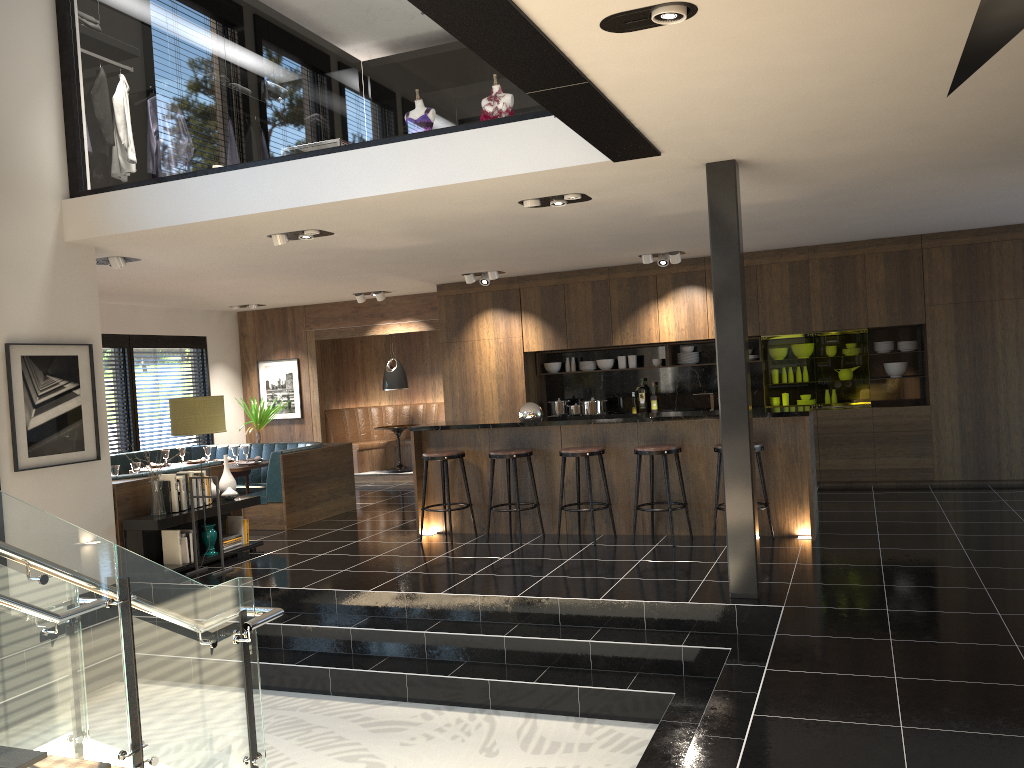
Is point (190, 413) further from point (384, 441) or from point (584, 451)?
point (384, 441)

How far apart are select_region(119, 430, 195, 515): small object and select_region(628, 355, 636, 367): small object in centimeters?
600cm

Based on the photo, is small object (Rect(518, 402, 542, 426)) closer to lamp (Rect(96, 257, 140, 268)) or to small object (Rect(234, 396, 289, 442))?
lamp (Rect(96, 257, 140, 268))

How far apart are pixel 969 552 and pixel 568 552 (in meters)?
2.94

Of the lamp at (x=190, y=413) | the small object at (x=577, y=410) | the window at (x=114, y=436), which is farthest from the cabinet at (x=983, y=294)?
the lamp at (x=190, y=413)

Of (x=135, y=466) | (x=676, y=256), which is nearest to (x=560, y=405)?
(x=676, y=256)

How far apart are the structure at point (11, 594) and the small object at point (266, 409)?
8.61m

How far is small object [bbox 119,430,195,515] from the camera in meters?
7.2

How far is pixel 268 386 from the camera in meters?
13.6 m

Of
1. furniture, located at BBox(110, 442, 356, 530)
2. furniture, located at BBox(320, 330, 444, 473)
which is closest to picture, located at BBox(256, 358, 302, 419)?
furniture, located at BBox(320, 330, 444, 473)
